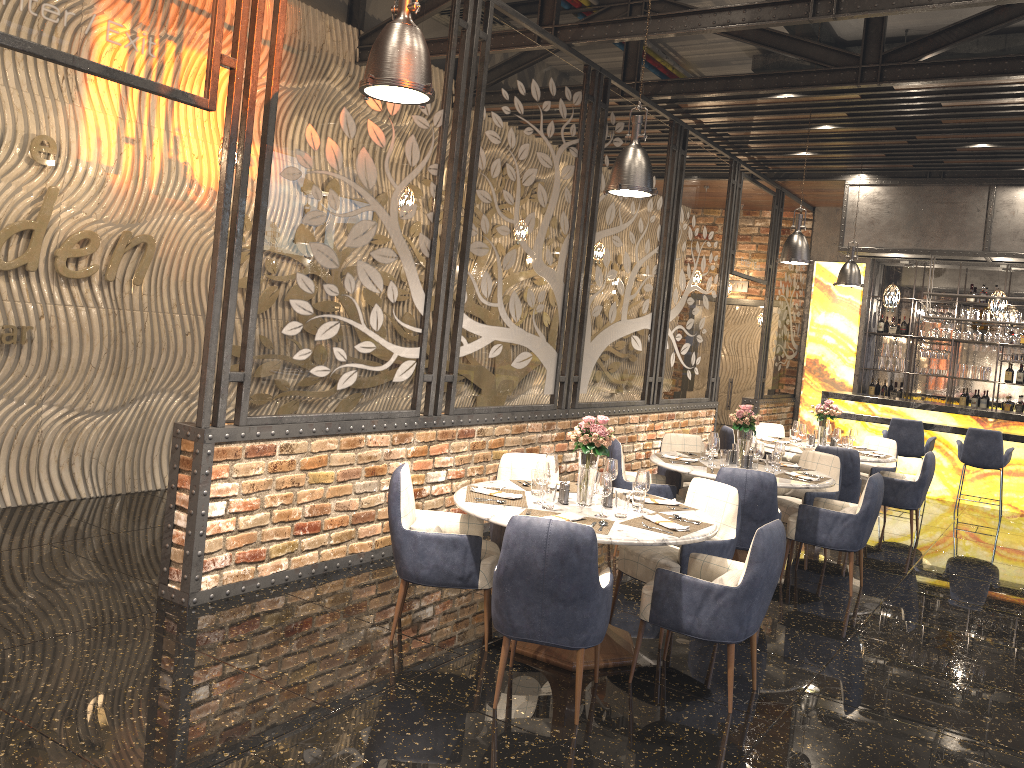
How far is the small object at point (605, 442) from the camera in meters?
4.6 m

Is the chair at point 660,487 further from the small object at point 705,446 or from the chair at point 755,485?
the chair at point 755,485

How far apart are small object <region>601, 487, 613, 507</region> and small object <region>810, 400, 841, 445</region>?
4.9 meters

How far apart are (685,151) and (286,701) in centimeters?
762cm

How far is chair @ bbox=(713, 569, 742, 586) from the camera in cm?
414

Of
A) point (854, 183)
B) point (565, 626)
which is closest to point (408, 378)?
point (565, 626)

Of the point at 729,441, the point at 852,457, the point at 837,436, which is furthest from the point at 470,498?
the point at 837,436

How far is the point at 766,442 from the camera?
8.8m

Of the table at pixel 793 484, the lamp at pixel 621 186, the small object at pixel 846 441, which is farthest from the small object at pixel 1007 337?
the lamp at pixel 621 186

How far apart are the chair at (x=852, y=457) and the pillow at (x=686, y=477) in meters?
1.4
